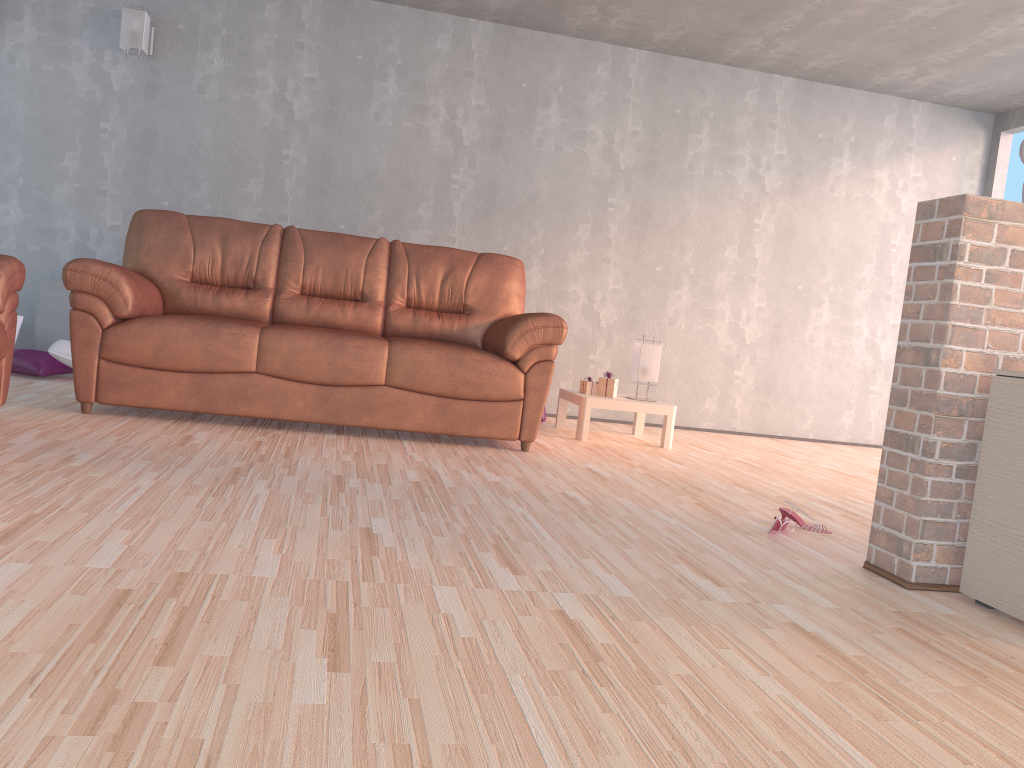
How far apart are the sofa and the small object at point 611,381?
0.6m

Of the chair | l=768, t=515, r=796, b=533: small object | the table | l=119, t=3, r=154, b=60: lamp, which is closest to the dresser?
l=768, t=515, r=796, b=533: small object

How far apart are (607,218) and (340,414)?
2.7 meters

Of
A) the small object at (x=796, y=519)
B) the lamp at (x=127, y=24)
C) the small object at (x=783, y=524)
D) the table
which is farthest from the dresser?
the lamp at (x=127, y=24)

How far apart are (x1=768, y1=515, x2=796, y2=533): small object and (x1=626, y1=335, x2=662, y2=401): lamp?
2.1m

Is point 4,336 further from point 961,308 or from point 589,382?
point 961,308

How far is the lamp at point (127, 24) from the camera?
5.07m

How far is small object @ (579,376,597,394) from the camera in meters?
5.0

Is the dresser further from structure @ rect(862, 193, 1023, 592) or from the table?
the table

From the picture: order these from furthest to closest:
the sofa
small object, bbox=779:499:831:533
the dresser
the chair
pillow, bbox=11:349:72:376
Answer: pillow, bbox=11:349:72:376, the sofa, the chair, small object, bbox=779:499:831:533, the dresser
